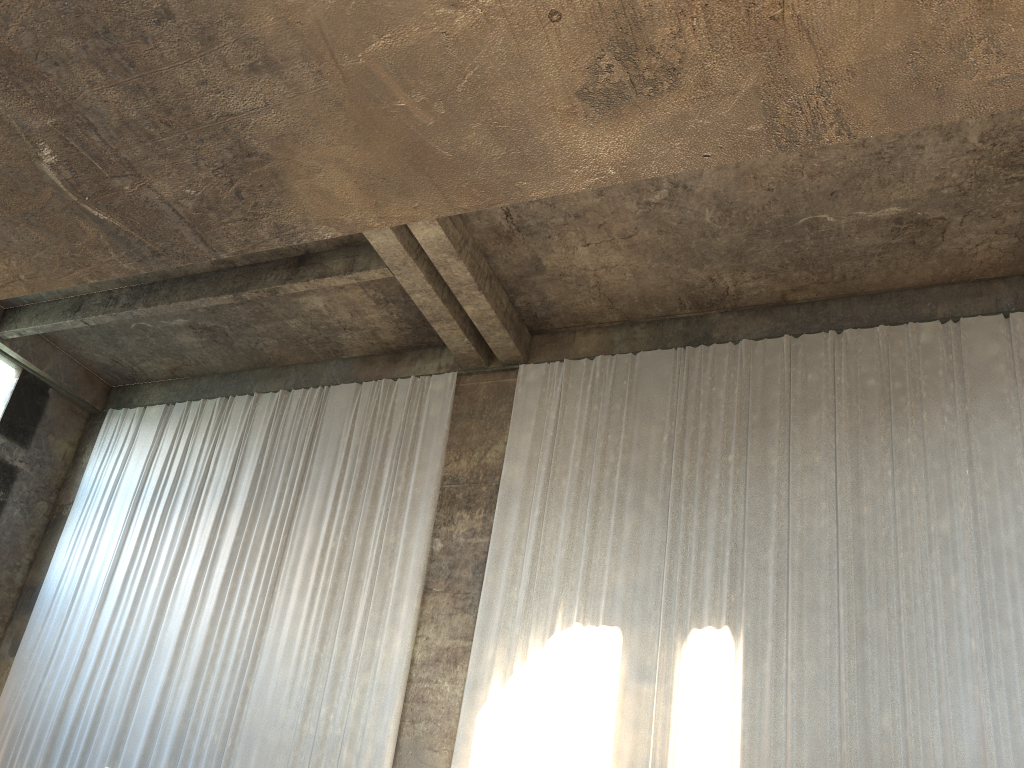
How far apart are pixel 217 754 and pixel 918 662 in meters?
9.2 m

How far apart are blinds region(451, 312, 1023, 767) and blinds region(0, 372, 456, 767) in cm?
100

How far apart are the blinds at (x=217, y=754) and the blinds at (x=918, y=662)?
1.0m

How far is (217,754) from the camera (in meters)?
12.21

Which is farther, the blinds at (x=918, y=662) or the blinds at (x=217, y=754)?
the blinds at (x=217, y=754)

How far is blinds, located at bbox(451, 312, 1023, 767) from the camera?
9.5m

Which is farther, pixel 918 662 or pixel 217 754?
pixel 217 754

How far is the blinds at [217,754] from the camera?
12.2 meters
